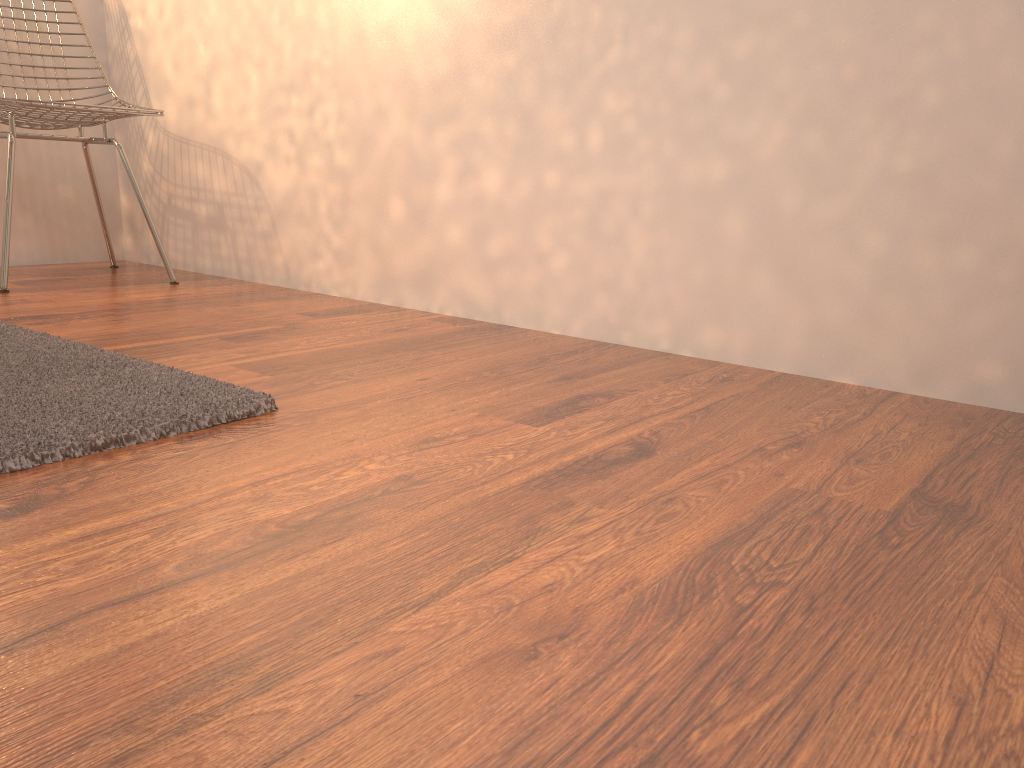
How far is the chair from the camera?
2.3m

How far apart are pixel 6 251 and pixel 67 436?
1.5m

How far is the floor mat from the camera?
1.1 meters

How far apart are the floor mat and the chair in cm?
62

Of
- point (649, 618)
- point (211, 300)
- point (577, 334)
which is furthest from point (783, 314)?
point (211, 300)

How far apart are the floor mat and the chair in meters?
0.6

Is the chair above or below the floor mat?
above

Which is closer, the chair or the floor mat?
the floor mat

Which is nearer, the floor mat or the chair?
the floor mat

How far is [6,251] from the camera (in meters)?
2.28
